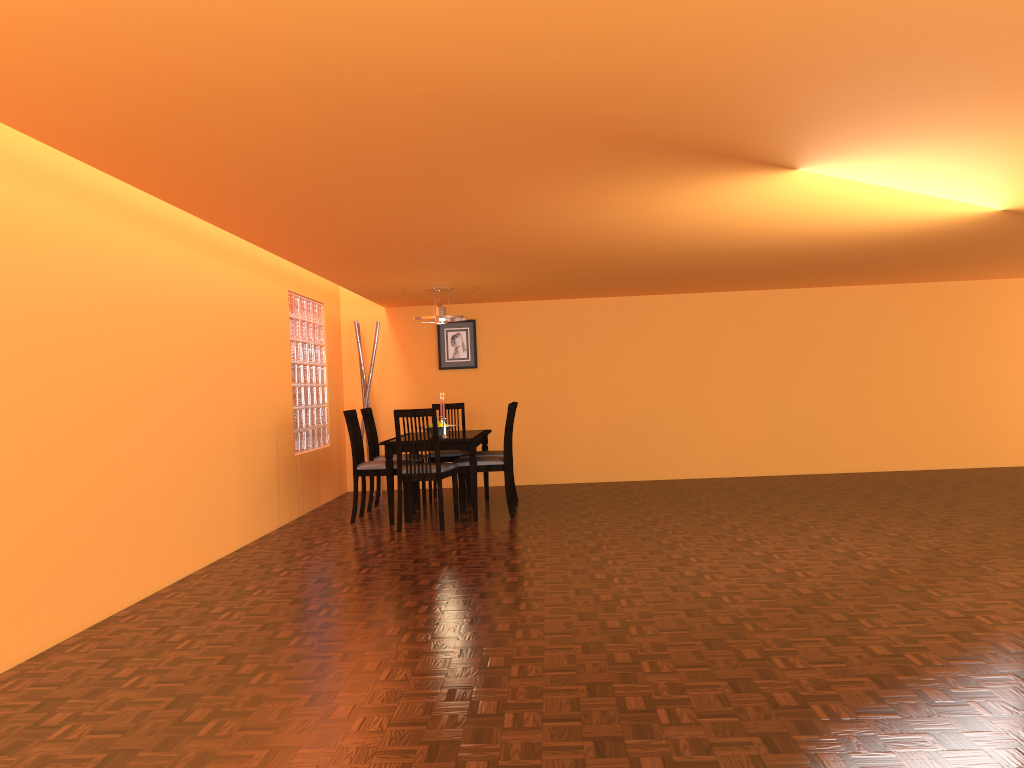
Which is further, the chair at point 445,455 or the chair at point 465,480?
the chair at point 445,455

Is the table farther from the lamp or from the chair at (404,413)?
the lamp

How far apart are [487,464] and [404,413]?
0.8m

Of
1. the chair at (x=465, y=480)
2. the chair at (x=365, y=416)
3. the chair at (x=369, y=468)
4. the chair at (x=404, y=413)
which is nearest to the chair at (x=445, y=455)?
the chair at (x=465, y=480)

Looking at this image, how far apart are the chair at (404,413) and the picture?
2.3m

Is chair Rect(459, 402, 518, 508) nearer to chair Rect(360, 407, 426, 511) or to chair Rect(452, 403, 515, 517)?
chair Rect(452, 403, 515, 517)

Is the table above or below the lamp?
below

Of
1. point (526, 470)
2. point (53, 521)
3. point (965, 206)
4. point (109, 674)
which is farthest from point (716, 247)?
point (109, 674)

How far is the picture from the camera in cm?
827

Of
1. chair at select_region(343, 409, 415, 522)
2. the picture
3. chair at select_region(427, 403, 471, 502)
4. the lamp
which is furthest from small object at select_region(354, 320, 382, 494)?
chair at select_region(343, 409, 415, 522)
